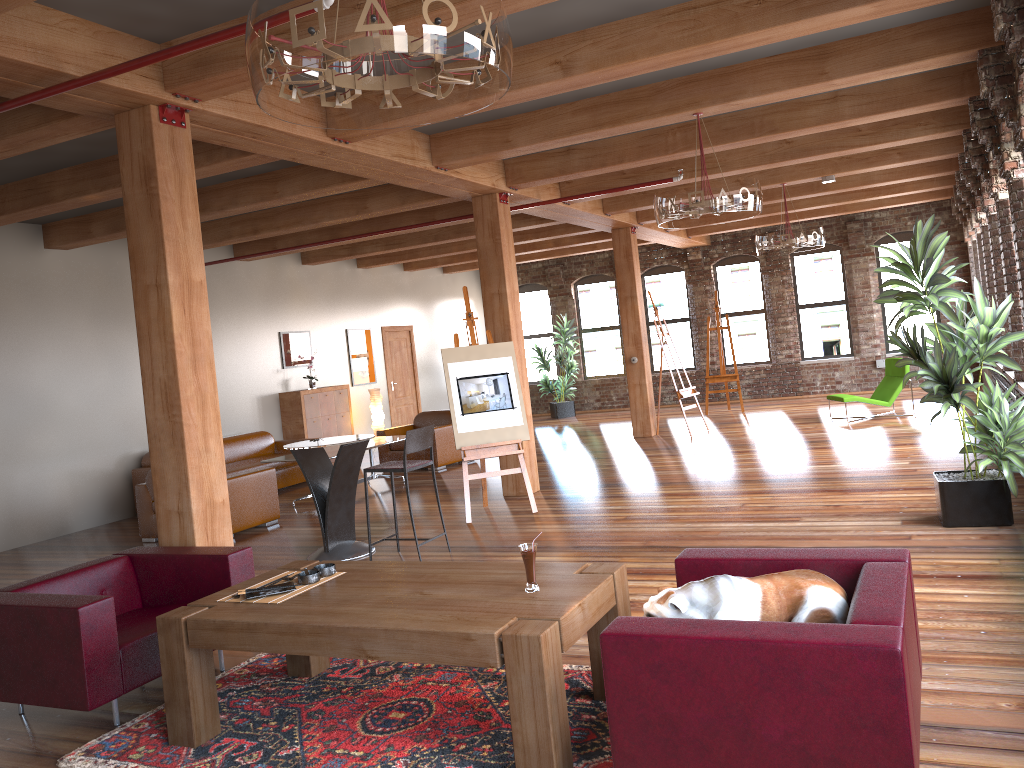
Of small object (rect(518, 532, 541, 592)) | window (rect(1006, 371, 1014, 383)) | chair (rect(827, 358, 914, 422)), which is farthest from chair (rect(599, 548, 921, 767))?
chair (rect(827, 358, 914, 422))

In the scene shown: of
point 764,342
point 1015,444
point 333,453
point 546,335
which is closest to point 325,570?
point 1015,444

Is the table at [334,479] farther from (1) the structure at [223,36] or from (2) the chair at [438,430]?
(2) the chair at [438,430]

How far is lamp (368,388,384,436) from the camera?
14.0 meters

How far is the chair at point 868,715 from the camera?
2.4 meters

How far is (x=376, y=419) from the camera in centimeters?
1399cm

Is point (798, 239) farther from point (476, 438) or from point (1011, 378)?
point (476, 438)

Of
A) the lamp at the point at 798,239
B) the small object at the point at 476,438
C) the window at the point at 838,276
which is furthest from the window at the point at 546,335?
the small object at the point at 476,438

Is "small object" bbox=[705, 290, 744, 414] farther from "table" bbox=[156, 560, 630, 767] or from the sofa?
"table" bbox=[156, 560, 630, 767]

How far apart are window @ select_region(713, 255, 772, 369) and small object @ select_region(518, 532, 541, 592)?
14.41m
